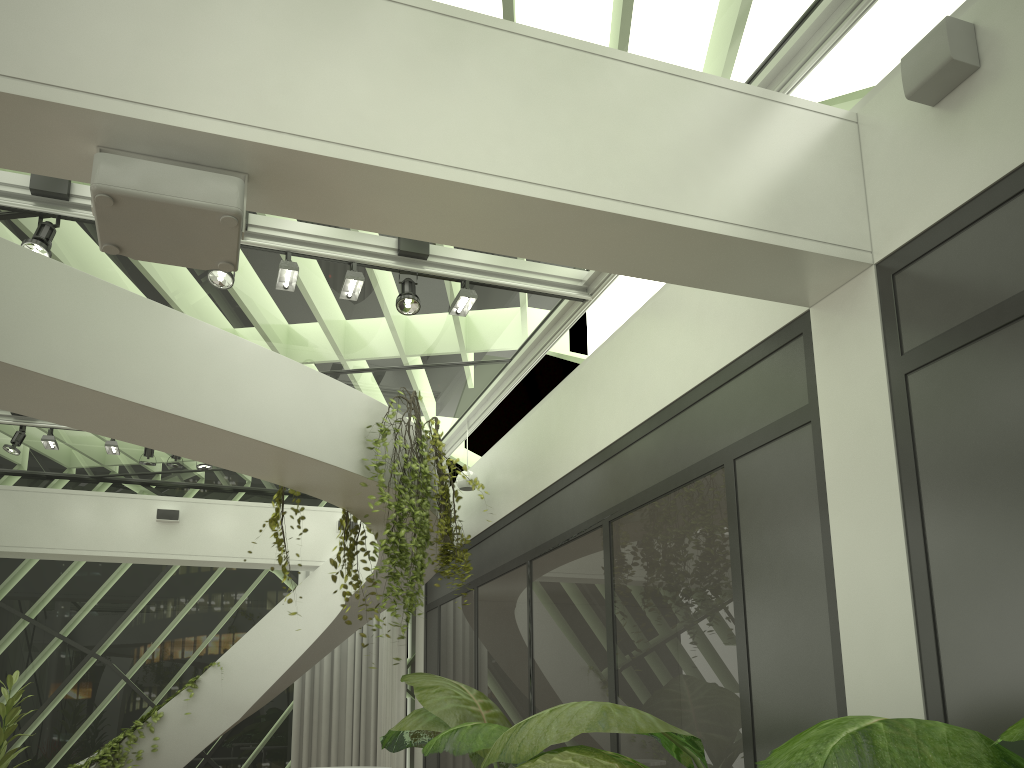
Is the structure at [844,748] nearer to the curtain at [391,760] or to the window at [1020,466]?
the window at [1020,466]

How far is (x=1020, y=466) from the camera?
2.9m

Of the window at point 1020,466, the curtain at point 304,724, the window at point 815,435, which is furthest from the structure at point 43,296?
the window at point 1020,466

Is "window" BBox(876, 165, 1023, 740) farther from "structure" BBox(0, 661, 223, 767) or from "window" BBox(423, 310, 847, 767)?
"structure" BBox(0, 661, 223, 767)

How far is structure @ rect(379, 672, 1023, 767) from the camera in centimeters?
170cm

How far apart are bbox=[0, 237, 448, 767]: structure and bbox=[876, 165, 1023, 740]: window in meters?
3.5

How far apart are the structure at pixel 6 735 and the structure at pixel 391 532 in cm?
351

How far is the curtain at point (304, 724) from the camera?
10.8m

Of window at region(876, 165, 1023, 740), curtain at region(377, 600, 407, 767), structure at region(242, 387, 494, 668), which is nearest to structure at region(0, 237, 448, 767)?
structure at region(242, 387, 494, 668)

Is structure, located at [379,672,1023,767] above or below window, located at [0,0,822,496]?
below
